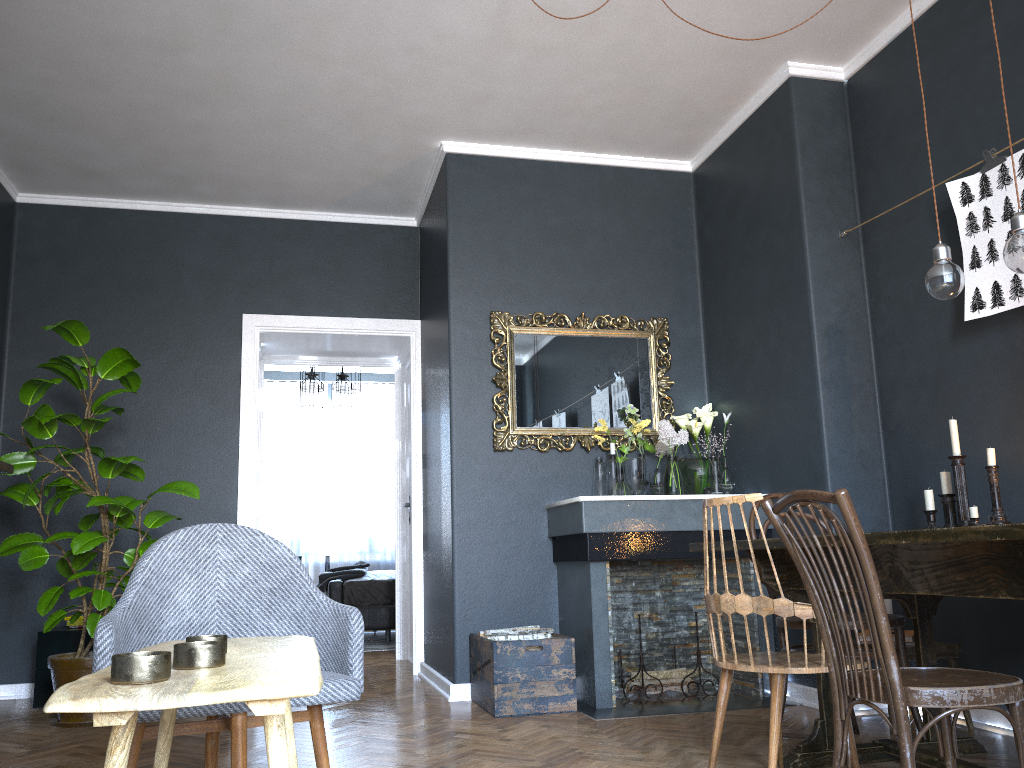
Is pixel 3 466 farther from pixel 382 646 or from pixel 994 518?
pixel 382 646

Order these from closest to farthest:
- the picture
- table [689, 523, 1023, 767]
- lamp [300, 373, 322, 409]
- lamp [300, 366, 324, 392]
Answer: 1. table [689, 523, 1023, 767]
2. the picture
3. lamp [300, 366, 324, 392]
4. lamp [300, 373, 322, 409]

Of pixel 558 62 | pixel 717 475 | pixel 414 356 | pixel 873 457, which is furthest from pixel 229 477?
pixel 873 457

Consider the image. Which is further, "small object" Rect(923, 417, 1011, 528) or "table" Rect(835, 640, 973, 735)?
"table" Rect(835, 640, 973, 735)

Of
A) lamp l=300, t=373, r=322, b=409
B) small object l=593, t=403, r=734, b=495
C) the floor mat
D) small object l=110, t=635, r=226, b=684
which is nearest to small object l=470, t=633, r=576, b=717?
small object l=593, t=403, r=734, b=495

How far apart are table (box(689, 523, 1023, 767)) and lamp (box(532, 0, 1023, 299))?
0.8 meters

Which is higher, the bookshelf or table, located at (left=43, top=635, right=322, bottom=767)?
the bookshelf

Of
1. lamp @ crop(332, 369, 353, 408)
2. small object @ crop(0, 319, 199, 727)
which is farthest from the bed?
small object @ crop(0, 319, 199, 727)

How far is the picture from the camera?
3.2 meters

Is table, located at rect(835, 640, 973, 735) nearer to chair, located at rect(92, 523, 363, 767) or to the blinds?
chair, located at rect(92, 523, 363, 767)
